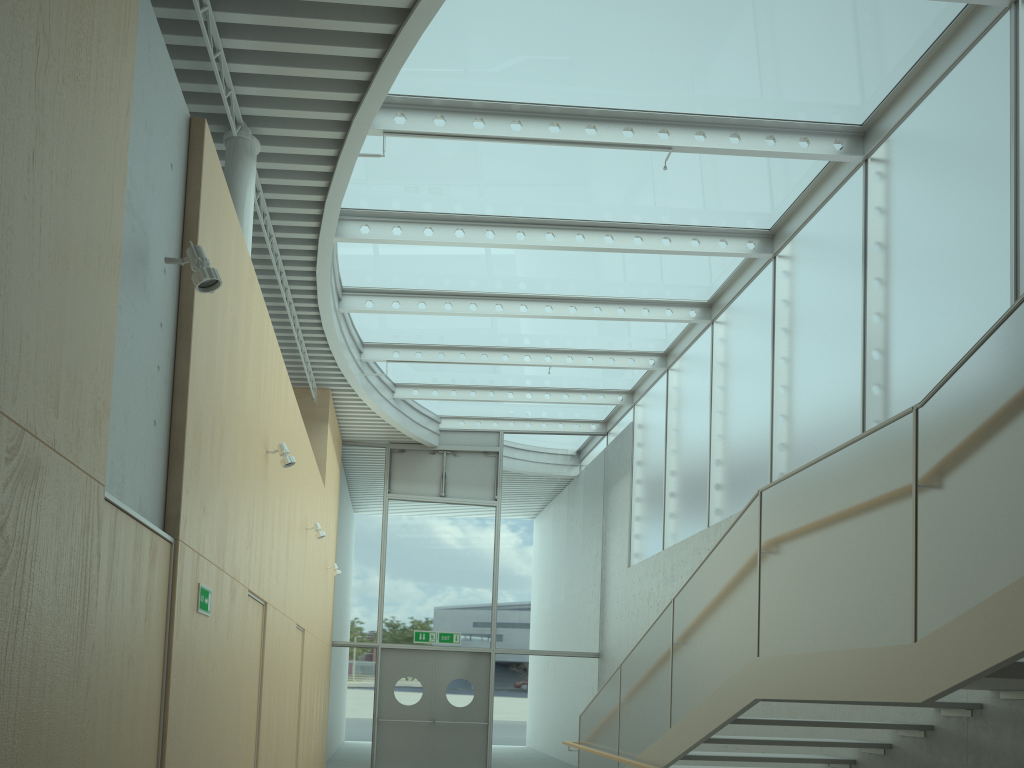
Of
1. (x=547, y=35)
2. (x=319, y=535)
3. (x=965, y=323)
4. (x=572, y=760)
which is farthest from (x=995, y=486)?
(x=572, y=760)

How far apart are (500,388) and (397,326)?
2.95m

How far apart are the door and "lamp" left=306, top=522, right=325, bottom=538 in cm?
535

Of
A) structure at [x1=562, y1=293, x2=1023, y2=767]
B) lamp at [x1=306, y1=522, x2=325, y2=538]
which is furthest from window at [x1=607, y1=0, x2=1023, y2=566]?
lamp at [x1=306, y1=522, x2=325, y2=538]

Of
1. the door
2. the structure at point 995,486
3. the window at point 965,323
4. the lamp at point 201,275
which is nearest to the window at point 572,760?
the door

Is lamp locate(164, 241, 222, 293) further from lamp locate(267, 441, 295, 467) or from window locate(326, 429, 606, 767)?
window locate(326, 429, 606, 767)

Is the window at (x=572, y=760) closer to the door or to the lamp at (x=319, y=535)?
the door

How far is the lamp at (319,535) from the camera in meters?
9.5

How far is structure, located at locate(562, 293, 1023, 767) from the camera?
3.1m

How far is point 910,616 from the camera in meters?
3.5 m
